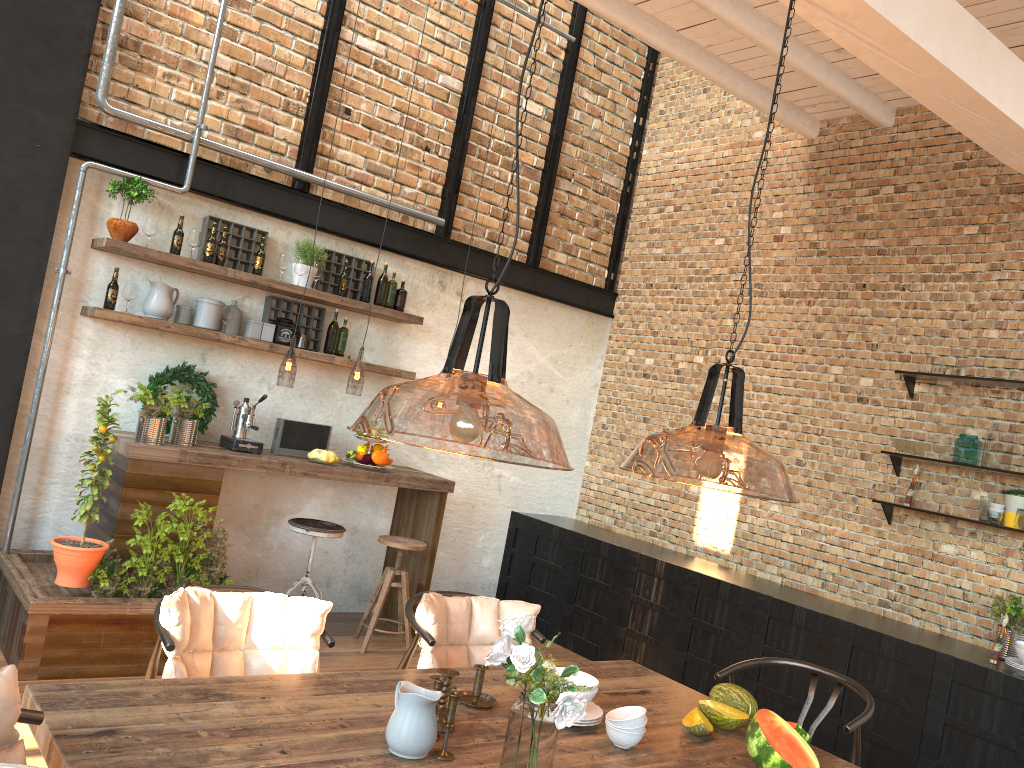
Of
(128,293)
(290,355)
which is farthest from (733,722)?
(290,355)

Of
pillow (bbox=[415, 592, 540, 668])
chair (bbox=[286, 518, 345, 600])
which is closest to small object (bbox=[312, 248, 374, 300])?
chair (bbox=[286, 518, 345, 600])

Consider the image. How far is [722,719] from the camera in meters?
3.0 m

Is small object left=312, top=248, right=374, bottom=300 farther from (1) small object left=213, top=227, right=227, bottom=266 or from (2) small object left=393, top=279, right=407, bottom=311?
(1) small object left=213, top=227, right=227, bottom=266

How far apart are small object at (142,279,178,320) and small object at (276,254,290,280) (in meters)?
0.69

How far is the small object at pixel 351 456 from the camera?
Result: 5.68m

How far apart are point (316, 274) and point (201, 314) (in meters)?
0.77

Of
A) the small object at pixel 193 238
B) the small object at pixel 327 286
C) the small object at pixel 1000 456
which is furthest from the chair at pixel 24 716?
the small object at pixel 1000 456

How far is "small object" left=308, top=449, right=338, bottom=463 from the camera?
5.5m

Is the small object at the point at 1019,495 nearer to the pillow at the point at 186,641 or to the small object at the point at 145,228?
the pillow at the point at 186,641
